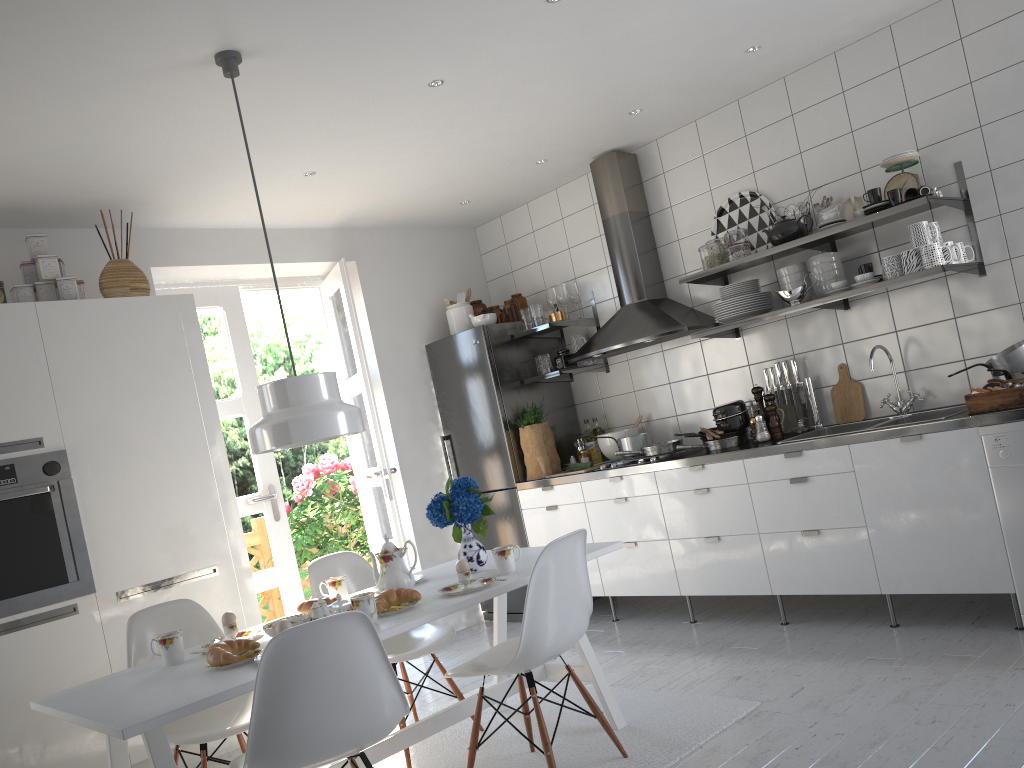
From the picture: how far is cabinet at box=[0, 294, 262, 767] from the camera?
3.5m

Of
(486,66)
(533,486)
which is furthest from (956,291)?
(533,486)

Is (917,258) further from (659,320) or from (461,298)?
(461,298)

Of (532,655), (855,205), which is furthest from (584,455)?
(532,655)

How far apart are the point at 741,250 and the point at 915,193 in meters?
0.8

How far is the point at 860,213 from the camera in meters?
3.9

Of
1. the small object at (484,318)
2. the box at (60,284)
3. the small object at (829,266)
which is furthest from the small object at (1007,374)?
the box at (60,284)

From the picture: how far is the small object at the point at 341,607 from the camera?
2.8m

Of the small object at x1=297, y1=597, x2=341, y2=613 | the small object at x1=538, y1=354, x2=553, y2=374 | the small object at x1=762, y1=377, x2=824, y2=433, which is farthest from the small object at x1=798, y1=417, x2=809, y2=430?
the small object at x1=297, y1=597, x2=341, y2=613

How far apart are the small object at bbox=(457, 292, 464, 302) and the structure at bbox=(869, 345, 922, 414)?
2.7m
